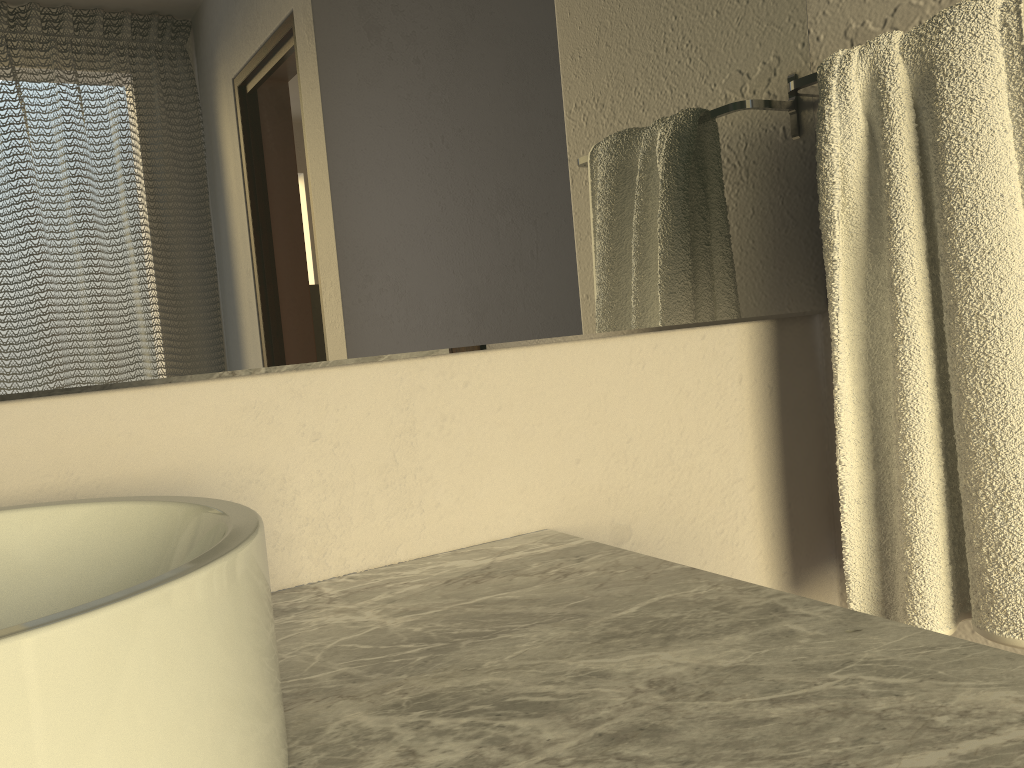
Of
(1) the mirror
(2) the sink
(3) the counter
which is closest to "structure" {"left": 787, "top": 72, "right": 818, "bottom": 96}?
(1) the mirror

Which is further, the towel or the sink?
the towel

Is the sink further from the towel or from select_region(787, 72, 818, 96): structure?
select_region(787, 72, 818, 96): structure

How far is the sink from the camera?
0.3m

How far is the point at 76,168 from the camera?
0.7m

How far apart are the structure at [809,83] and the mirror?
0.0m

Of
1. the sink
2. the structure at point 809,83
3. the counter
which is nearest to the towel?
the structure at point 809,83

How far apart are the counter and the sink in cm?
2

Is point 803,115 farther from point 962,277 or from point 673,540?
point 673,540

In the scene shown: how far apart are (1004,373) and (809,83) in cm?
41
